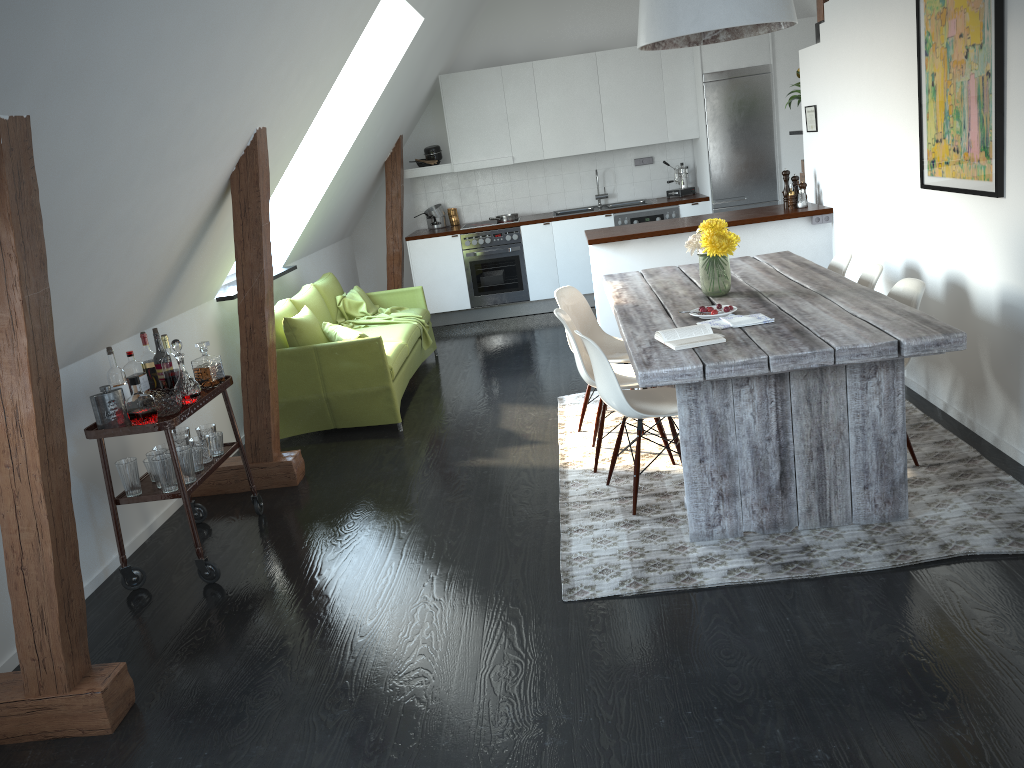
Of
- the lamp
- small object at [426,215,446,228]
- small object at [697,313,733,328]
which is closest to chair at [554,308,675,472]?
small object at [697,313,733,328]

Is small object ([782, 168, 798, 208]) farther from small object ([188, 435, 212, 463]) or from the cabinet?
small object ([188, 435, 212, 463])

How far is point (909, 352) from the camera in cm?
306

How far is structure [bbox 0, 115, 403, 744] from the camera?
2.5 meters

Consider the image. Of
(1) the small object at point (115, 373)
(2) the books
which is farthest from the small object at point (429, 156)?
(2) the books

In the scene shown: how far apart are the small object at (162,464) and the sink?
6.0 meters

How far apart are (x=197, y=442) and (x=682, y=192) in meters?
6.1

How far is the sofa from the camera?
5.5 meters

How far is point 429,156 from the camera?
8.8 meters

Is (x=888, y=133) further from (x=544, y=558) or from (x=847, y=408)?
(x=544, y=558)
